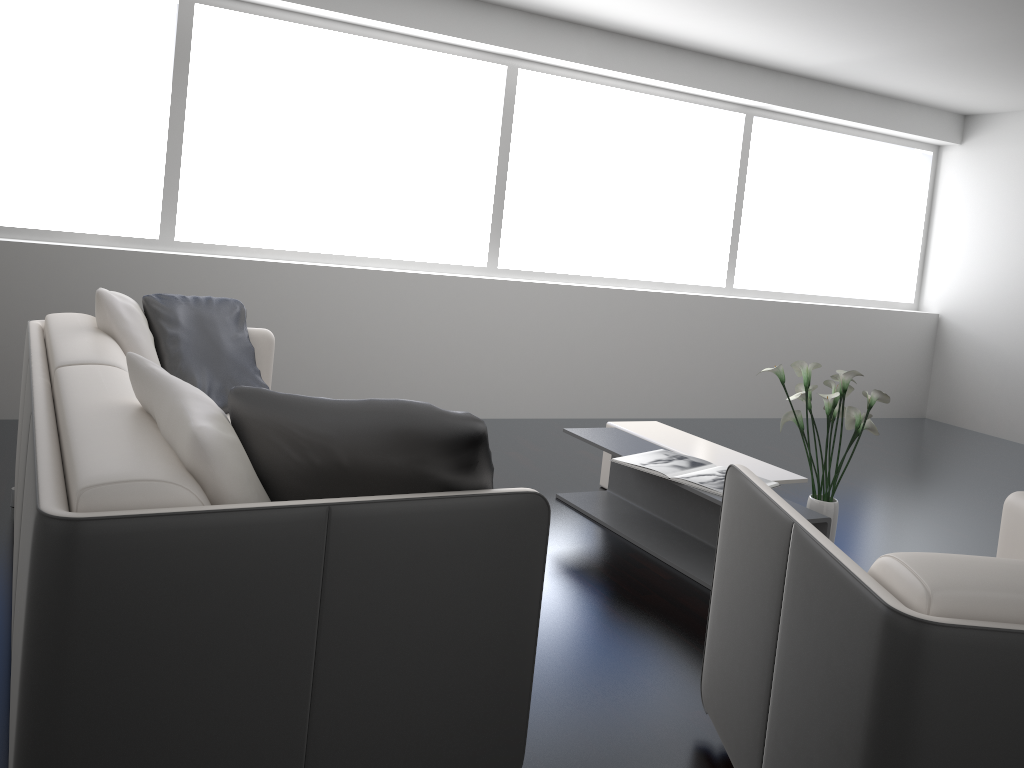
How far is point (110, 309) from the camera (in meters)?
2.86

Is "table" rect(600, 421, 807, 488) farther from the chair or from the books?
the chair

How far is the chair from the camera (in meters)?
1.33

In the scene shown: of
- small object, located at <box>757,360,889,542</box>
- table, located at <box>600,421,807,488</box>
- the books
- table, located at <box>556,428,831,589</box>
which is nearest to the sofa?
table, located at <box>556,428,831,589</box>

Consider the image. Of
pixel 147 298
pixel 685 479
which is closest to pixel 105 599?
pixel 147 298

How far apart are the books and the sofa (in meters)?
1.50

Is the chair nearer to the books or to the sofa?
the sofa

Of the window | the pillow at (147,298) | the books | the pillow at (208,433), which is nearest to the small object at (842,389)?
the books

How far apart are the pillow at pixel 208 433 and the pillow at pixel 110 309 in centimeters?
107cm

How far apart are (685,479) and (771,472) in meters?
0.5 m
